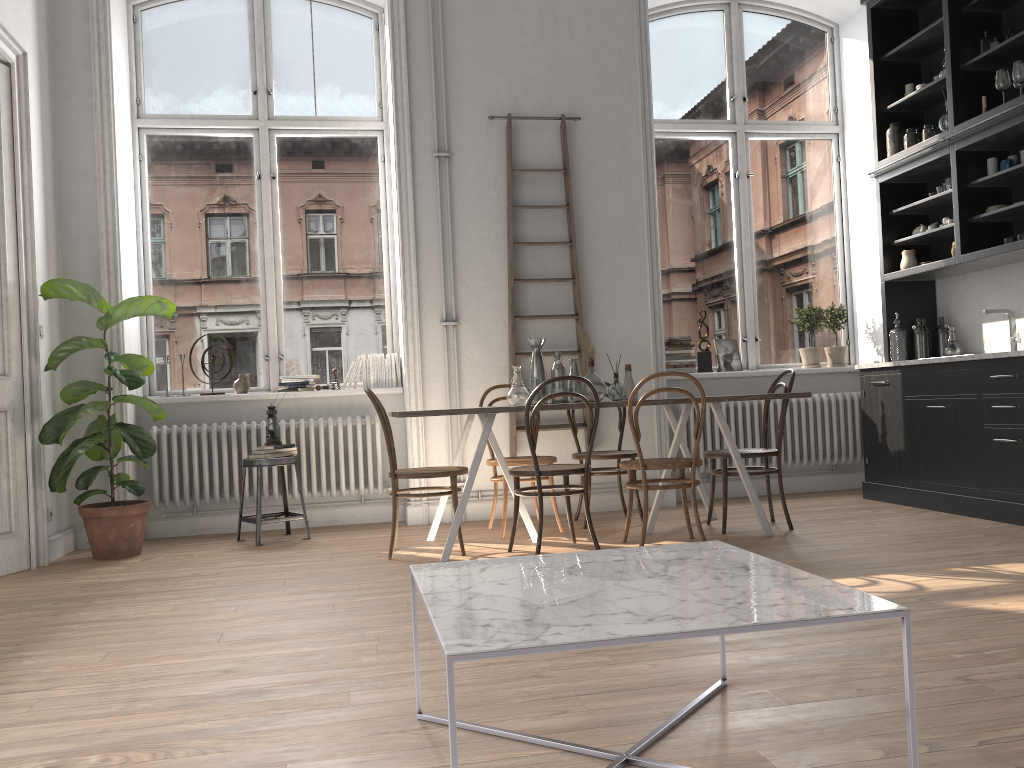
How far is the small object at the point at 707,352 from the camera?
6.7m

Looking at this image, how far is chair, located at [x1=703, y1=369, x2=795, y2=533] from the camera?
5.00m

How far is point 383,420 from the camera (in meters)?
4.67

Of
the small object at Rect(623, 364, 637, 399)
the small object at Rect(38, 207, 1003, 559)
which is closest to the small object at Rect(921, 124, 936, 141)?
the small object at Rect(623, 364, 637, 399)

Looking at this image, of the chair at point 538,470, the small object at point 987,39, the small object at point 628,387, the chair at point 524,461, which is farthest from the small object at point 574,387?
the small object at point 987,39

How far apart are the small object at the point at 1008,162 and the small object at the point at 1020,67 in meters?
0.5 m

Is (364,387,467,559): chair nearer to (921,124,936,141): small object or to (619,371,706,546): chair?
(619,371,706,546): chair

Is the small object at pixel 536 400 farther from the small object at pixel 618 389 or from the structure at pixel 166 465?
the structure at pixel 166 465

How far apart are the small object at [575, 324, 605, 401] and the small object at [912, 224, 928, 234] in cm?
276

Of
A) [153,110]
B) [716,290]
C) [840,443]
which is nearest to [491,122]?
[716,290]
